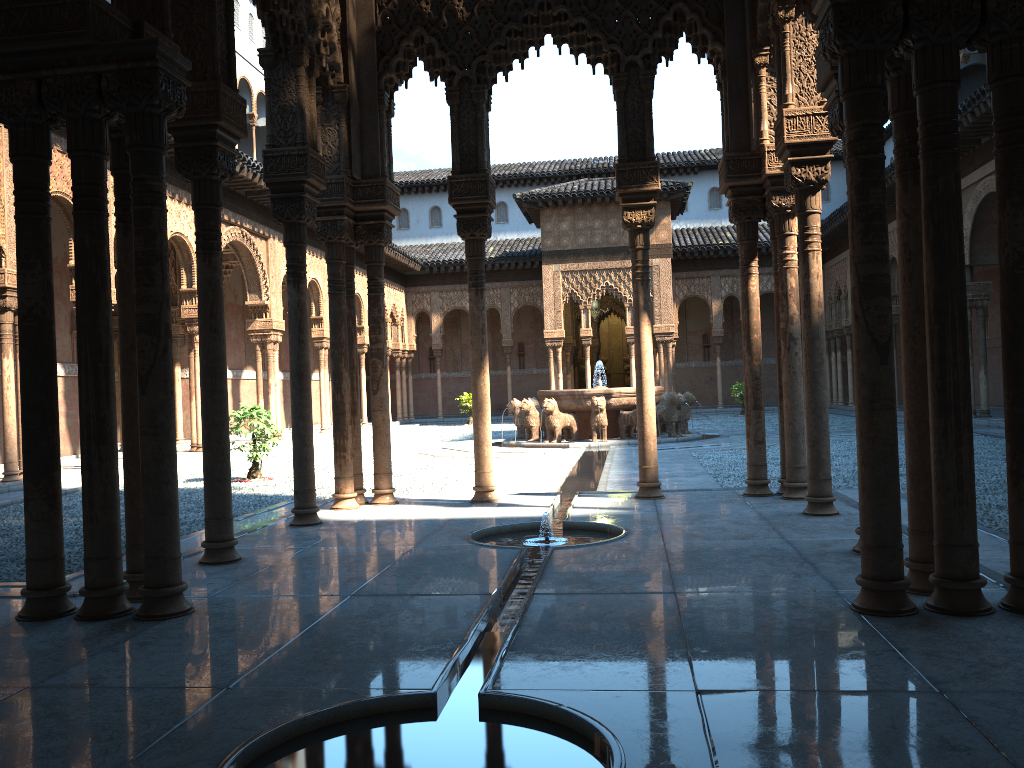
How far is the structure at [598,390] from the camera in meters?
19.3 m

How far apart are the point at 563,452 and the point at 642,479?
8.5 meters

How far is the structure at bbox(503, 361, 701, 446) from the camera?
19.25m

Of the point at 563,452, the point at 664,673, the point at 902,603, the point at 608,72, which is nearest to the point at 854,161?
the point at 902,603

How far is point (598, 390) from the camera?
19.25m
